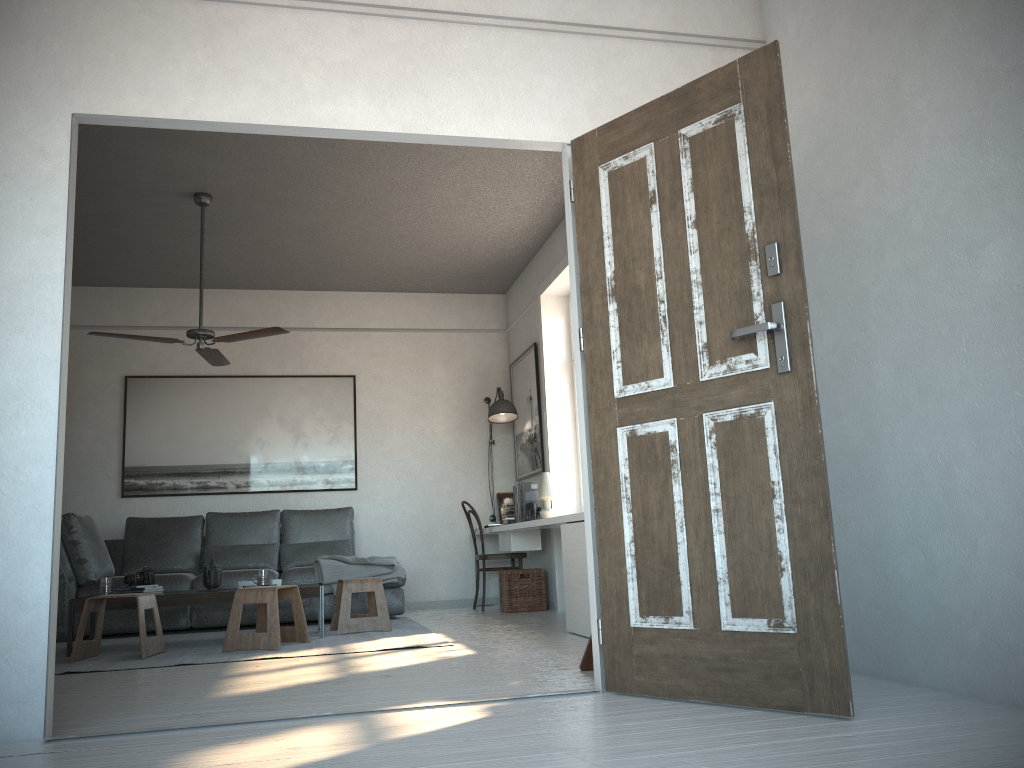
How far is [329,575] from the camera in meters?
6.5 m

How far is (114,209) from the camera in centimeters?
606cm

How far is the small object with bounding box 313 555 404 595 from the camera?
6.54m

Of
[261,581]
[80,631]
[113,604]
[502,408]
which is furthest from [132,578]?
[502,408]

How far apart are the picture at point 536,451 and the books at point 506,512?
0.22m

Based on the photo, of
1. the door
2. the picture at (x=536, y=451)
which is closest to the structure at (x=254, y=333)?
the picture at (x=536, y=451)

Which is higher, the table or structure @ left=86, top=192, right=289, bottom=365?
structure @ left=86, top=192, right=289, bottom=365

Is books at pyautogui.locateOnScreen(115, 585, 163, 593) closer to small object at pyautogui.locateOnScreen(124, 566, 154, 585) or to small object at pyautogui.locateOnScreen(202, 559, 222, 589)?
small object at pyautogui.locateOnScreen(124, 566, 154, 585)

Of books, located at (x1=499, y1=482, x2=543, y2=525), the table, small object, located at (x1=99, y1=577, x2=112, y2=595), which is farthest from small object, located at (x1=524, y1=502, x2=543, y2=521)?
small object, located at (x1=99, y1=577, x2=112, y2=595)

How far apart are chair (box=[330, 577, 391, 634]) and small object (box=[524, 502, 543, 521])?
1.3m
